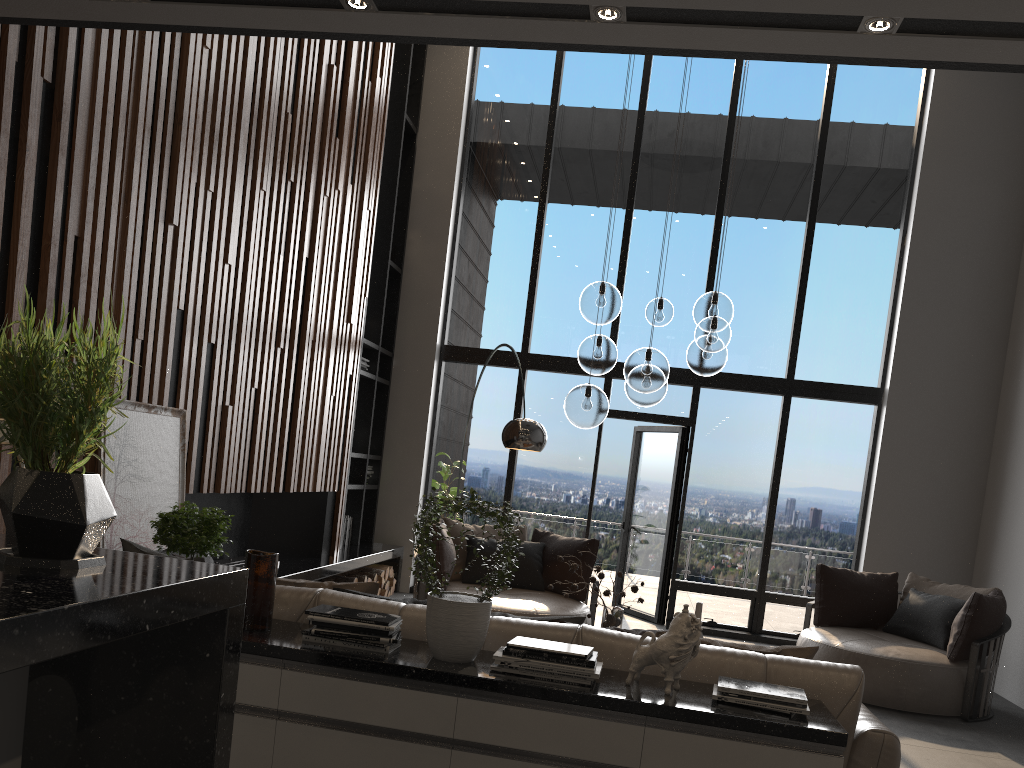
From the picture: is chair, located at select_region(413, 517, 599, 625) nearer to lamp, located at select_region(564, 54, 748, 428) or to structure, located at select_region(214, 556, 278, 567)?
structure, located at select_region(214, 556, 278, 567)

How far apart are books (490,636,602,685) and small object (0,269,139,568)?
1.72m

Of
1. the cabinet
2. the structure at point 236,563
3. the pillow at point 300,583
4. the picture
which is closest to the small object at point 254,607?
the cabinet

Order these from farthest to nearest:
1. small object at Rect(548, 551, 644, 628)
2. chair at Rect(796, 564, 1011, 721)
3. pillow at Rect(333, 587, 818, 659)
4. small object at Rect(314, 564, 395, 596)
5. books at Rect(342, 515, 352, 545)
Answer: books at Rect(342, 515, 352, 545)
small object at Rect(314, 564, 395, 596)
chair at Rect(796, 564, 1011, 721)
small object at Rect(548, 551, 644, 628)
pillow at Rect(333, 587, 818, 659)

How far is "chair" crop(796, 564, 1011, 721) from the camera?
5.8 meters

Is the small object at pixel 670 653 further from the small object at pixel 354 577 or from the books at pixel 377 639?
the small object at pixel 354 577

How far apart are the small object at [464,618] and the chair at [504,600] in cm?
319

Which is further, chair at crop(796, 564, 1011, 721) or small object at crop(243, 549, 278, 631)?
chair at crop(796, 564, 1011, 721)

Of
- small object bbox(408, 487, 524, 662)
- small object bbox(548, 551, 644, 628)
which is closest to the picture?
small object bbox(408, 487, 524, 662)

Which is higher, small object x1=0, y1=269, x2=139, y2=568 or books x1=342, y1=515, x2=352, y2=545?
small object x1=0, y1=269, x2=139, y2=568
